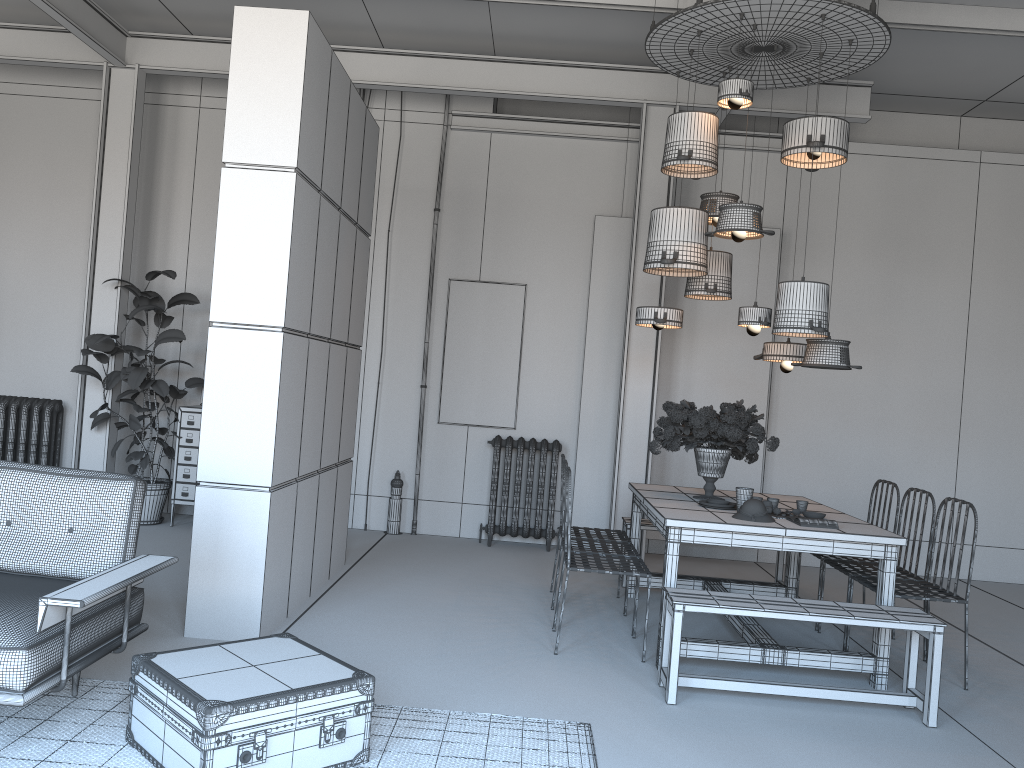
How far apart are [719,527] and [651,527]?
2.0m

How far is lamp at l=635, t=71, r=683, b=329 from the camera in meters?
5.9 m

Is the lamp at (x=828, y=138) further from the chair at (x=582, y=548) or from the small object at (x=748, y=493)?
the chair at (x=582, y=548)

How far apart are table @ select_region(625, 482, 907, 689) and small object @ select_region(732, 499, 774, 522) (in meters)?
0.05

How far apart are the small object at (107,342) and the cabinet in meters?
0.1

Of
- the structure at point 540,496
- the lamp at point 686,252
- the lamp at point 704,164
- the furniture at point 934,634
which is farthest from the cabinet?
the furniture at point 934,634

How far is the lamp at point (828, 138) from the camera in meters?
5.4 m

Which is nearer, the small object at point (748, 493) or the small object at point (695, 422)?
the small object at point (748, 493)

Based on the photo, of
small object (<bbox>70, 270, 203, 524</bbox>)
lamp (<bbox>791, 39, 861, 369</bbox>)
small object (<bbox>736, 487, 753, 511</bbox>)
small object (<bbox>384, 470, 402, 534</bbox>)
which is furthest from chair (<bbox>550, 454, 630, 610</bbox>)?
small object (<bbox>70, 270, 203, 524</bbox>)

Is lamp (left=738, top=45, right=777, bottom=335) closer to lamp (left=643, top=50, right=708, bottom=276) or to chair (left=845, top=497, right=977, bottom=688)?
lamp (left=643, top=50, right=708, bottom=276)
